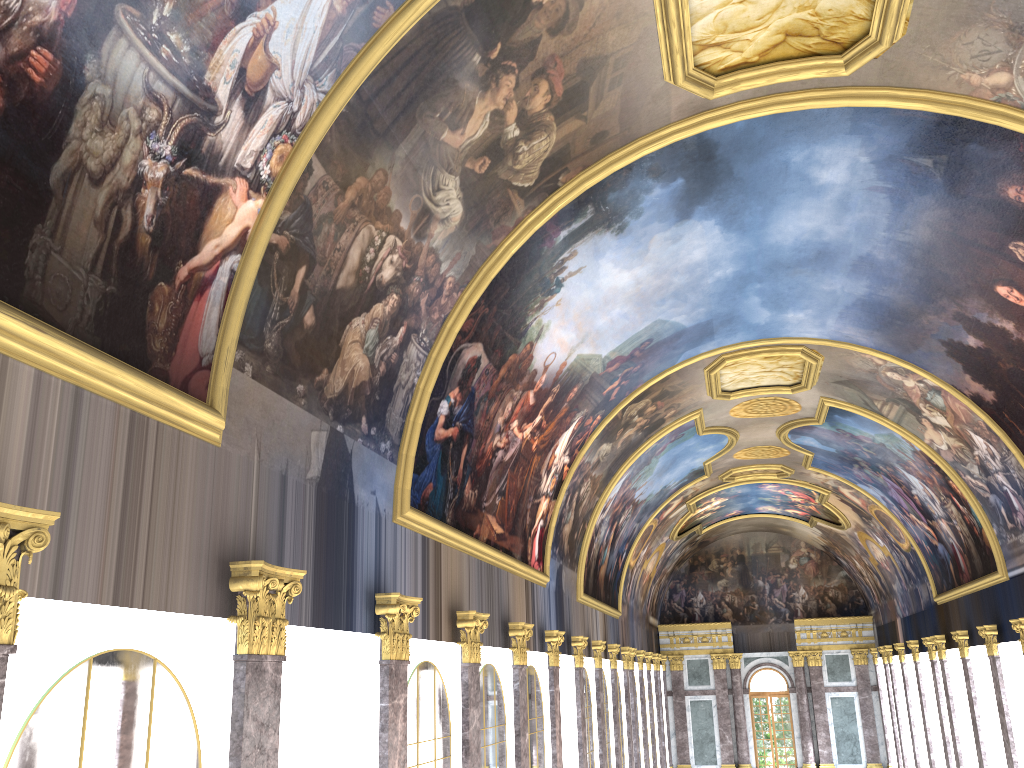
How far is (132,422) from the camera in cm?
707

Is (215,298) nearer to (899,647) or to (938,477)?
(938,477)
